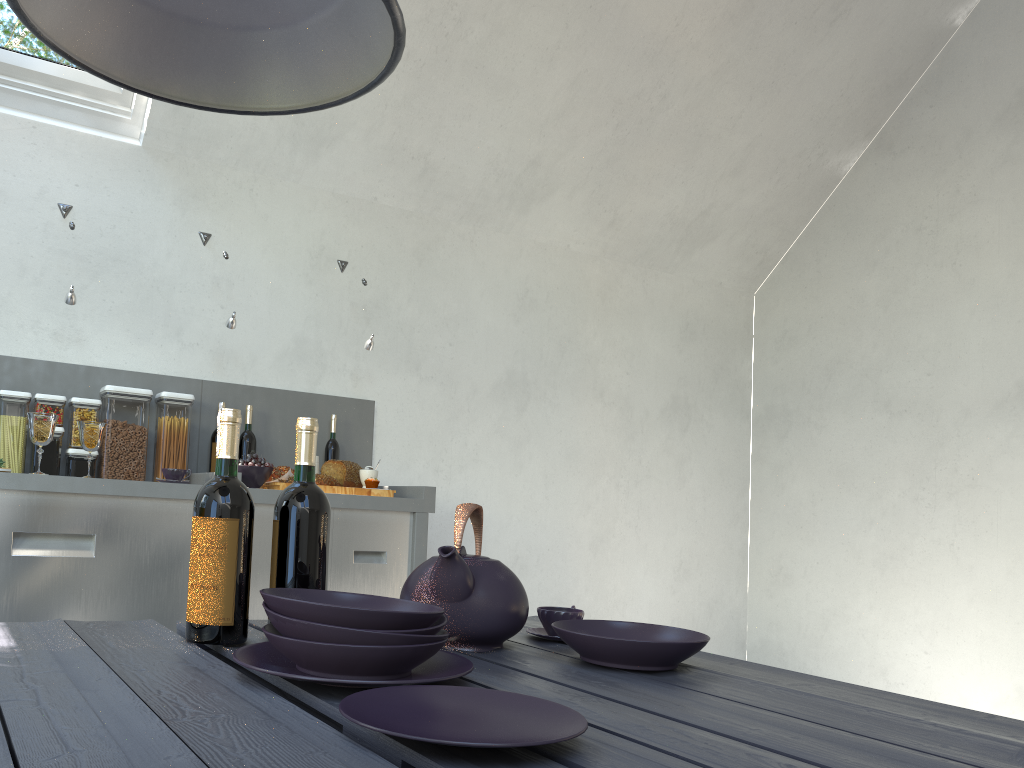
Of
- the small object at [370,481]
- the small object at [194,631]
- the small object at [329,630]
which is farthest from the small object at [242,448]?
the small object at [329,630]

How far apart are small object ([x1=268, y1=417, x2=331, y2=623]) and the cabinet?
1.6m

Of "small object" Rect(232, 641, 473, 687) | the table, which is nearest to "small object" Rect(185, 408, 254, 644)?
the table

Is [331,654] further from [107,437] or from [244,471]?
[107,437]

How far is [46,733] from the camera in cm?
71

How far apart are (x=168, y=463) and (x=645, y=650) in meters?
2.4 m

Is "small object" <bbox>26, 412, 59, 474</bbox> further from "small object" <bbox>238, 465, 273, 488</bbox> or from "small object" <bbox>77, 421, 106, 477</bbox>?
"small object" <bbox>238, 465, 273, 488</bbox>

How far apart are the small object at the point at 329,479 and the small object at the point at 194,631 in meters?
1.9

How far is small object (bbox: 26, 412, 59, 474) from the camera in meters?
2.6 m

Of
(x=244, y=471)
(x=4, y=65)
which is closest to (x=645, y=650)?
(x=244, y=471)
